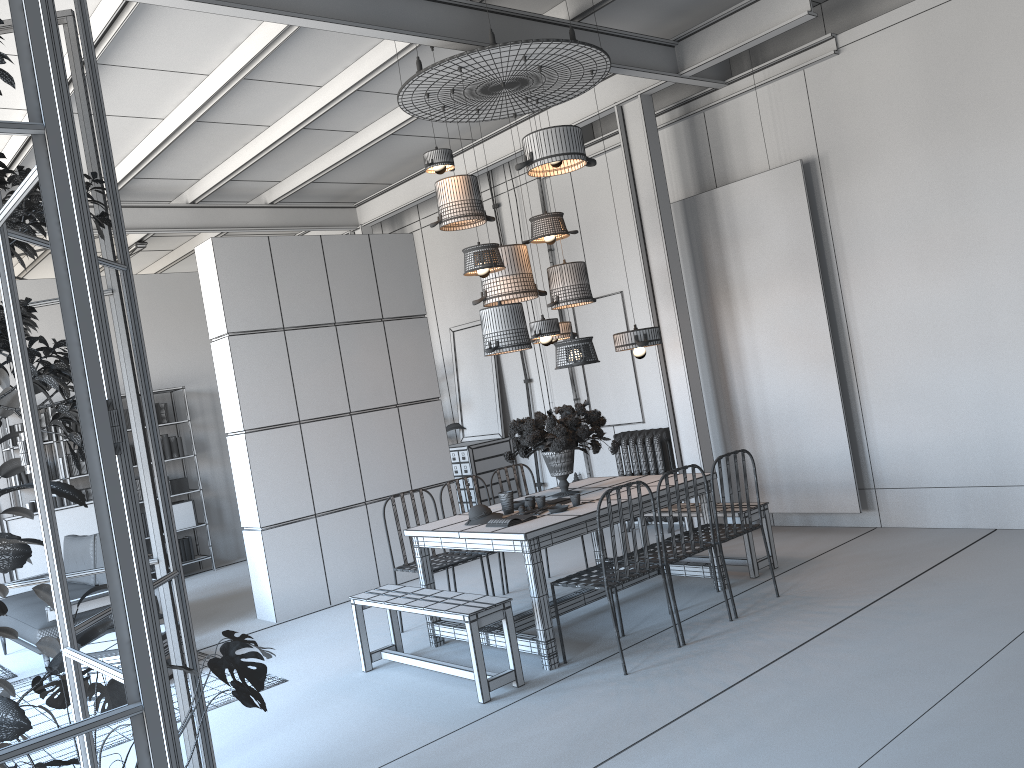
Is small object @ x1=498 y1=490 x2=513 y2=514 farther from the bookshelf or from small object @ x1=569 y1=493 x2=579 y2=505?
the bookshelf

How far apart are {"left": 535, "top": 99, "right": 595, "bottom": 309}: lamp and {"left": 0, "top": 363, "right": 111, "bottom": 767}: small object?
3.54m

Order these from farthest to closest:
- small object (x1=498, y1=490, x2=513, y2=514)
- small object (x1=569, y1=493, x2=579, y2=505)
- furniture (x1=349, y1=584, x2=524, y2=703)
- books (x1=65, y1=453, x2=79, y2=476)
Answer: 1. books (x1=65, y1=453, x2=79, y2=476)
2. small object (x1=498, y1=490, x2=513, y2=514)
3. small object (x1=569, y1=493, x2=579, y2=505)
4. furniture (x1=349, y1=584, x2=524, y2=703)

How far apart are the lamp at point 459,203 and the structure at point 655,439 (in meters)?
2.94

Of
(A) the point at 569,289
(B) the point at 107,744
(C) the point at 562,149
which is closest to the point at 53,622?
(B) the point at 107,744

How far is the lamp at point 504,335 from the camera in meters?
5.5 m

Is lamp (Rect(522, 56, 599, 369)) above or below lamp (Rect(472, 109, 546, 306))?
below

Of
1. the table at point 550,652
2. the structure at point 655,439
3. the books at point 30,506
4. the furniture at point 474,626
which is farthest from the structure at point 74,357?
the books at point 30,506

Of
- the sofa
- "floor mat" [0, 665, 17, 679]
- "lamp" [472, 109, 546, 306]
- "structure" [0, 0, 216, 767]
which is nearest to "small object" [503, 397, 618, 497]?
Answer: "lamp" [472, 109, 546, 306]

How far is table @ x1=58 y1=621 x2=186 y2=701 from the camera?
5.93m
